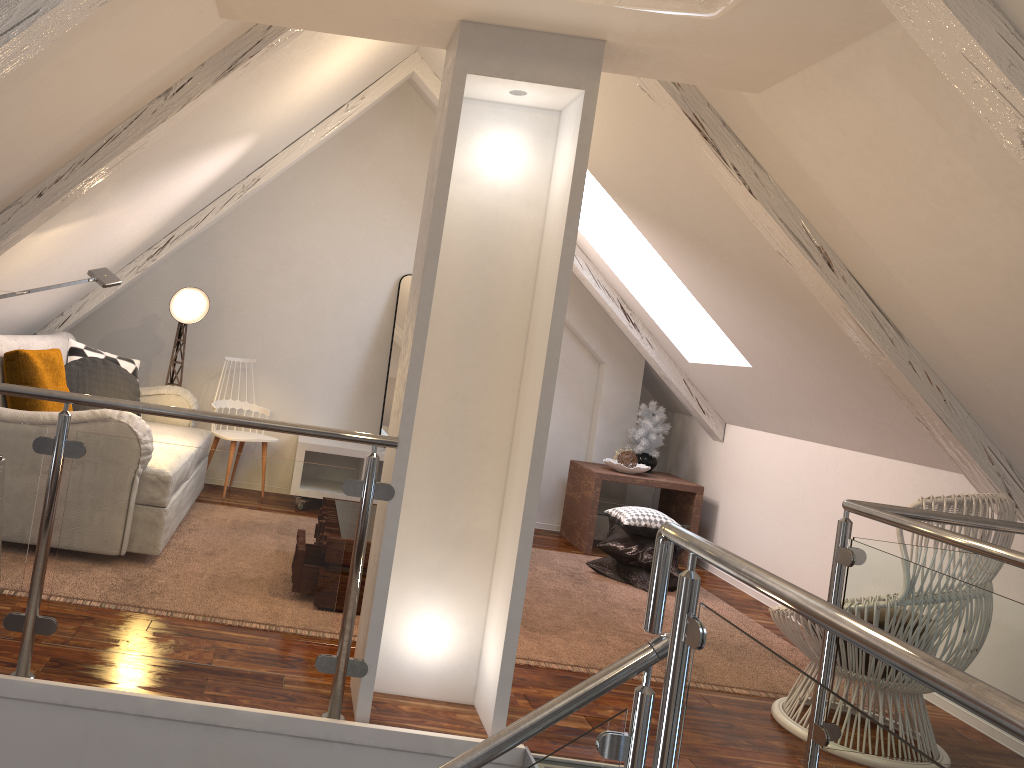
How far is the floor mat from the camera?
3.1 meters

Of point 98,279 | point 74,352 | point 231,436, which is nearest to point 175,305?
point 74,352

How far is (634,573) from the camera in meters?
4.3

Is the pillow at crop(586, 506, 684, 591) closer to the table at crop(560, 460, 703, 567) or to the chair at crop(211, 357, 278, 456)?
the table at crop(560, 460, 703, 567)

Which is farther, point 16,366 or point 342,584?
point 16,366

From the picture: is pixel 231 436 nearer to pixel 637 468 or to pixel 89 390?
pixel 89 390

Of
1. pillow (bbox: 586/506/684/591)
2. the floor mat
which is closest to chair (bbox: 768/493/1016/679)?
the floor mat

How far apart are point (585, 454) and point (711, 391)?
1.0m

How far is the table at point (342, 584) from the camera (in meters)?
3.01

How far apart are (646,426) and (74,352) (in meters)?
3.07
